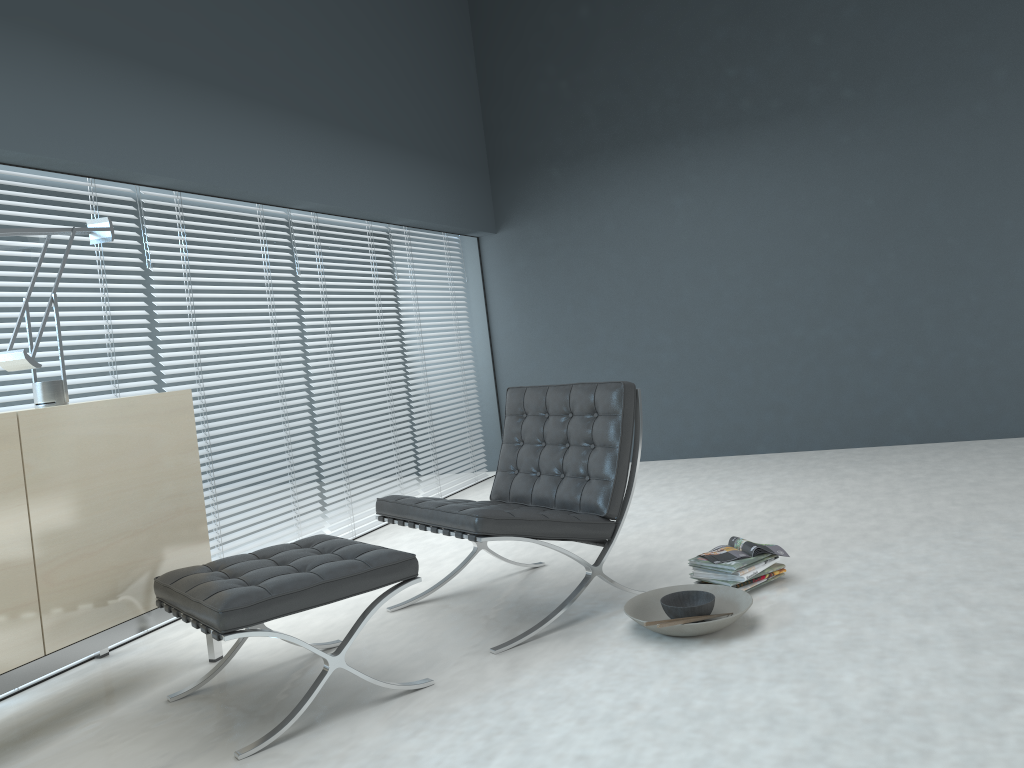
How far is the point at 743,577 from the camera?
2.9 meters

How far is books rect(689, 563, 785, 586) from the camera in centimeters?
302cm

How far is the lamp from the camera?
2.60m

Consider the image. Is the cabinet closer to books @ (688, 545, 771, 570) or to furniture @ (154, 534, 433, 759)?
furniture @ (154, 534, 433, 759)

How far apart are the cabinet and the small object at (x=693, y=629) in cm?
136

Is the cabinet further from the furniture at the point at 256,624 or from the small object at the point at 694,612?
the small object at the point at 694,612

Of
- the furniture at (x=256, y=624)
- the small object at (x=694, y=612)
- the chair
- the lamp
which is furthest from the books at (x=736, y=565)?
the lamp

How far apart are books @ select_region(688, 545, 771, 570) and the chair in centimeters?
31cm

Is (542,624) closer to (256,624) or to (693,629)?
(693,629)

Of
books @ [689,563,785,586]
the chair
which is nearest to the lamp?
the chair
